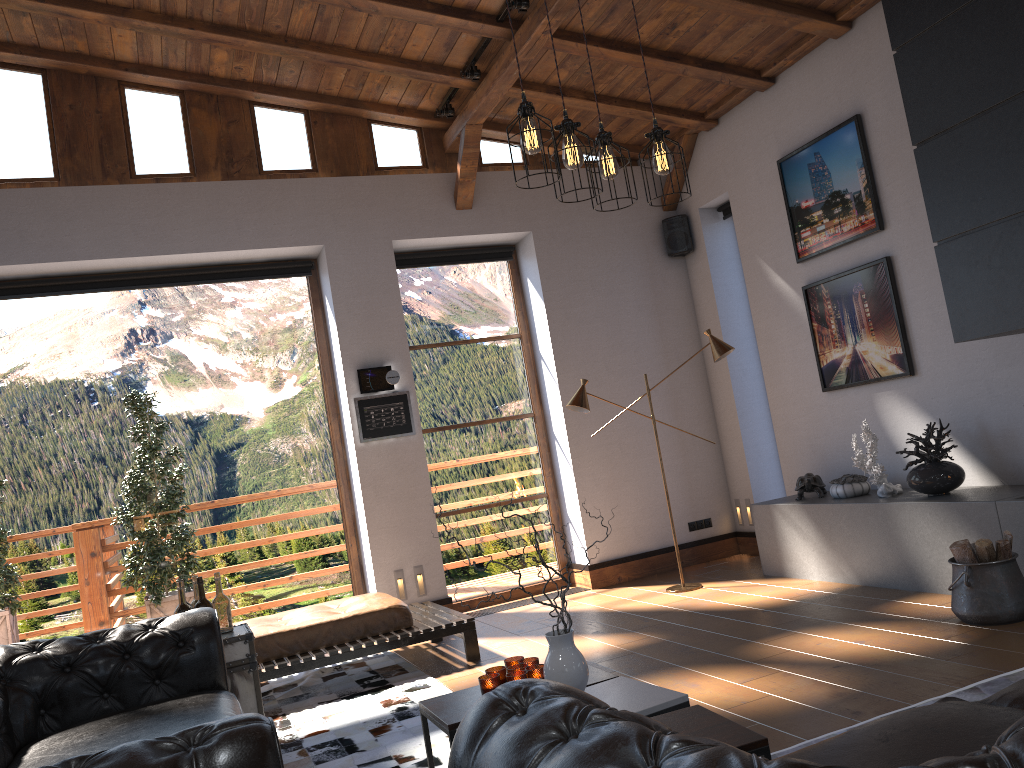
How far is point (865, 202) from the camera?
5.98m

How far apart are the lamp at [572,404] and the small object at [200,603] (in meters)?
3.09

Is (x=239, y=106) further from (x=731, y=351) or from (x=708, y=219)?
(x=731, y=351)

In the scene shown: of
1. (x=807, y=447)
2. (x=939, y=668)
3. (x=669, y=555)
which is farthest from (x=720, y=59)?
(x=939, y=668)

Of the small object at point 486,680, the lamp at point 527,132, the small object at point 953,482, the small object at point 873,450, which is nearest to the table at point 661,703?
the small object at point 486,680

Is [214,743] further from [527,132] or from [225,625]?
[225,625]

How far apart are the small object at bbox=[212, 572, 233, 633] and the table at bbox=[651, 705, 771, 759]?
2.4 meters

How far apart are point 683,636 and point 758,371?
3.32m

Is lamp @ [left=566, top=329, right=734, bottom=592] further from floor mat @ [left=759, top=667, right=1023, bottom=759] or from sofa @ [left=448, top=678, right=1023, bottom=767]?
sofa @ [left=448, top=678, right=1023, bottom=767]

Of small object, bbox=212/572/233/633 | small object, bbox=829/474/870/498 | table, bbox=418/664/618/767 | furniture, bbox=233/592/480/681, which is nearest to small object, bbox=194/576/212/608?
small object, bbox=212/572/233/633
